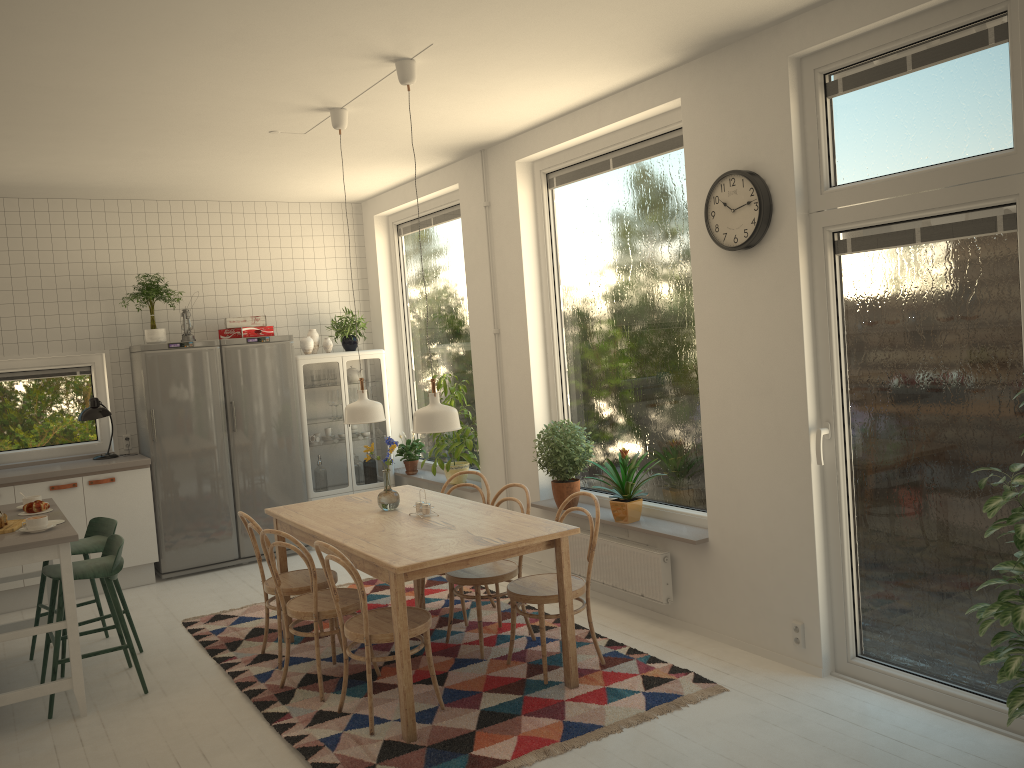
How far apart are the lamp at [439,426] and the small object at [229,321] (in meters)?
3.39

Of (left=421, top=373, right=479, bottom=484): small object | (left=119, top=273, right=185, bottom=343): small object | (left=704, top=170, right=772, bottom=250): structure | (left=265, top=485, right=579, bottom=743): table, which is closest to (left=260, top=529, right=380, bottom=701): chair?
(left=265, top=485, right=579, bottom=743): table

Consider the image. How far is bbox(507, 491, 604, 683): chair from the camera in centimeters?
412cm

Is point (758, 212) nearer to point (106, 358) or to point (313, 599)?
point (313, 599)

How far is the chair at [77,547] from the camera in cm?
488

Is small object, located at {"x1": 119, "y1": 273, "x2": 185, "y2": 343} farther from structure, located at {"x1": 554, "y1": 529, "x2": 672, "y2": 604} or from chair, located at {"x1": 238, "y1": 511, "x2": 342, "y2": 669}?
structure, located at {"x1": 554, "y1": 529, "x2": 672, "y2": 604}

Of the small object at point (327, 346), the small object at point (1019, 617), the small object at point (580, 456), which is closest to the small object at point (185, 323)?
the small object at point (327, 346)

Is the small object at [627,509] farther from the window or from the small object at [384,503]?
the window

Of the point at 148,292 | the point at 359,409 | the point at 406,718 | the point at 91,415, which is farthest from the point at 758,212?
the point at 91,415

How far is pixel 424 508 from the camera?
4.44m
